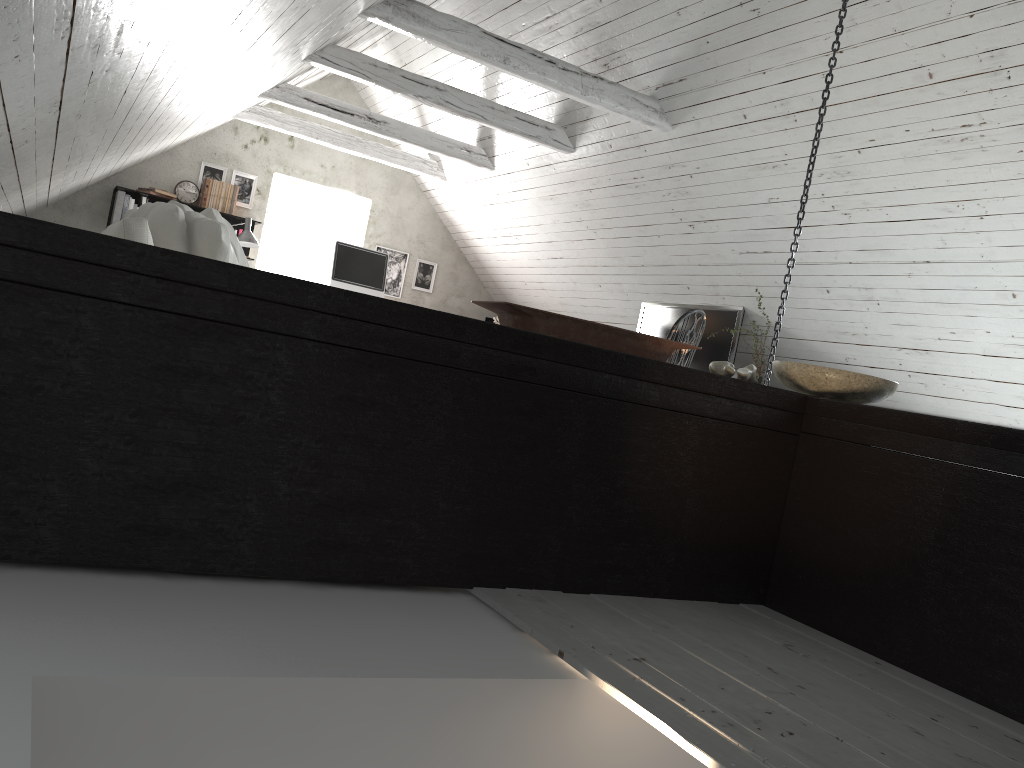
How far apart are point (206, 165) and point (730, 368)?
6.37m

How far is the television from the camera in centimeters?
576cm

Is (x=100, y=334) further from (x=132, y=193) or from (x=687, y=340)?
(x=132, y=193)

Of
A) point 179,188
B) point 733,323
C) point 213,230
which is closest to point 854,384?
point 213,230

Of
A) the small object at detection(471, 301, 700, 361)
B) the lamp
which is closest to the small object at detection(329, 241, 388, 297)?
the lamp

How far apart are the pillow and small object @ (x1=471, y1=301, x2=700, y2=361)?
1.28m

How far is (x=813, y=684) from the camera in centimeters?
174cm

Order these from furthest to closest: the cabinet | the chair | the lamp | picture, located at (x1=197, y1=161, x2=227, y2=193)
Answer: picture, located at (x1=197, y1=161, x2=227, y2=193) < the lamp < the chair < the cabinet

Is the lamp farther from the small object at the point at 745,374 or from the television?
the small object at the point at 745,374

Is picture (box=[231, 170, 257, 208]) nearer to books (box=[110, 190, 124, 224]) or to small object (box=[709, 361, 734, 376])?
books (box=[110, 190, 124, 224])
